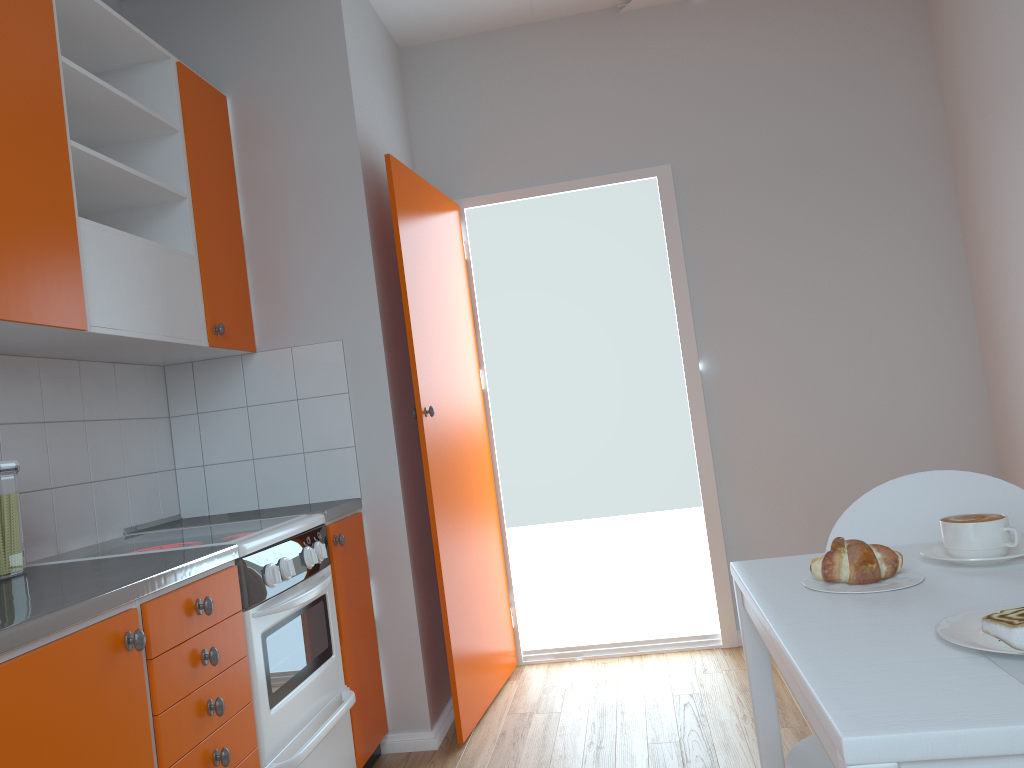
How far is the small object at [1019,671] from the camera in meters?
0.9 m

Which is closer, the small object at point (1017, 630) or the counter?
the small object at point (1017, 630)

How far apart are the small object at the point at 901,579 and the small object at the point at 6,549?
1.73m

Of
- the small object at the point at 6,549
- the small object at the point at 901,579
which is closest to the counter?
the small object at the point at 6,549

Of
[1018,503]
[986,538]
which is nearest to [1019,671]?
[986,538]

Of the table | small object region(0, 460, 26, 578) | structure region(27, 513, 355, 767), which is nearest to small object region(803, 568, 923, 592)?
the table

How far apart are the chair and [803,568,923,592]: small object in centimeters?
31cm

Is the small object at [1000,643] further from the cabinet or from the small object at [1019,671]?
the cabinet

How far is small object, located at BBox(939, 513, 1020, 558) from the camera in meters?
1.3 m

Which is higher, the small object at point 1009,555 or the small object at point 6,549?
the small object at point 6,549
